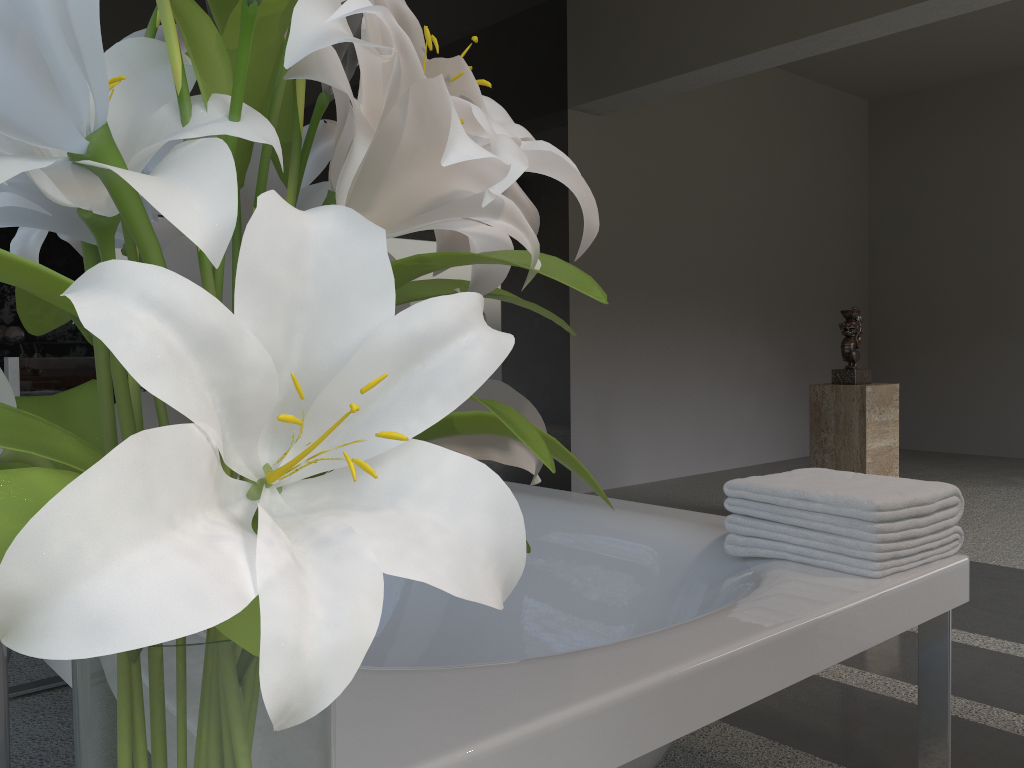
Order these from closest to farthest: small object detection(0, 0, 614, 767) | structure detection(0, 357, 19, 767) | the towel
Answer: small object detection(0, 0, 614, 767) → structure detection(0, 357, 19, 767) → the towel

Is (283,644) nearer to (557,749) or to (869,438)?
(557,749)

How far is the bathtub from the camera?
0.92m

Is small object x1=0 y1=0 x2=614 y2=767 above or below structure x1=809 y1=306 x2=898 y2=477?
above

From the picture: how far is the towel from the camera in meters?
1.5

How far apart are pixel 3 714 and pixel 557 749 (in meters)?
0.90

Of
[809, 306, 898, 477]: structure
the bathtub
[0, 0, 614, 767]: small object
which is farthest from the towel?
[809, 306, 898, 477]: structure

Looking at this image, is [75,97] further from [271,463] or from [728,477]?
[728,477]

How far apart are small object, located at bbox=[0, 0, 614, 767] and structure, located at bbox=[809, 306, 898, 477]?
3.8 meters

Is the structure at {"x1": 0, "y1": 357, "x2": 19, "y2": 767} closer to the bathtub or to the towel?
the bathtub
